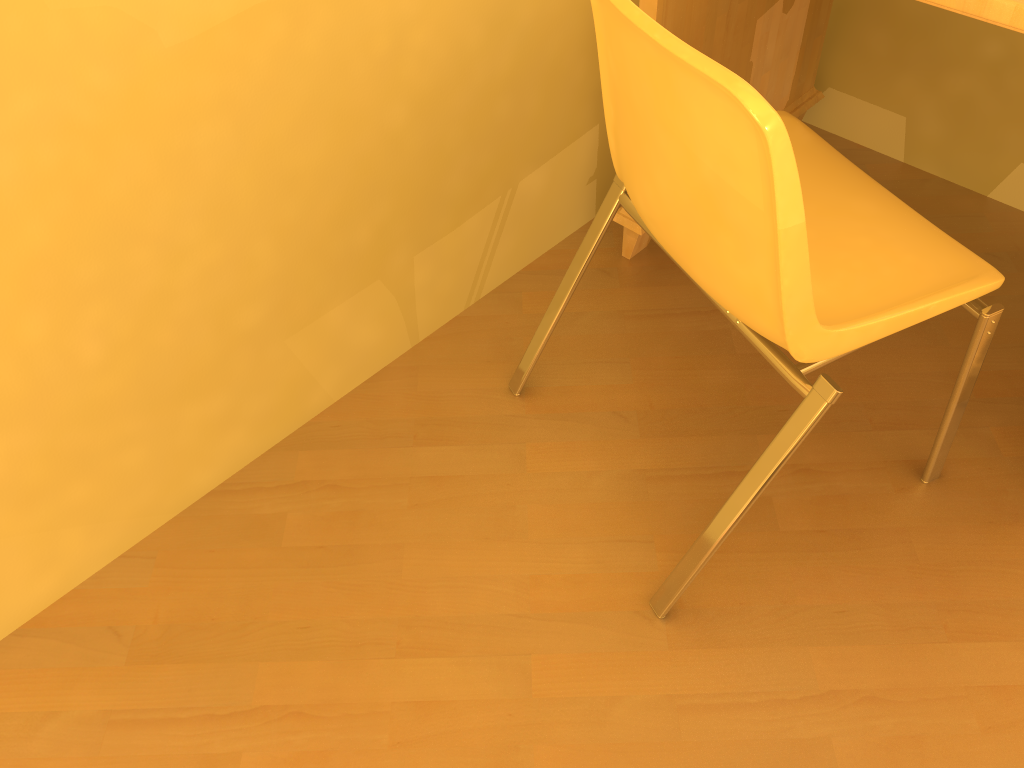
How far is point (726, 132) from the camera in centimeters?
91cm

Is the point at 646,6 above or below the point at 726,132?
below

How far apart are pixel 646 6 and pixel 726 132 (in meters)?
0.66

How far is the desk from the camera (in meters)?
1.46

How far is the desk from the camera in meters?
1.5 m

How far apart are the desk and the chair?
0.3m

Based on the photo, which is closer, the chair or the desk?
the chair

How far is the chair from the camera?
0.91m

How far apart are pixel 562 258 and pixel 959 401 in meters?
0.9 m

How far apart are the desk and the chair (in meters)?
0.26
